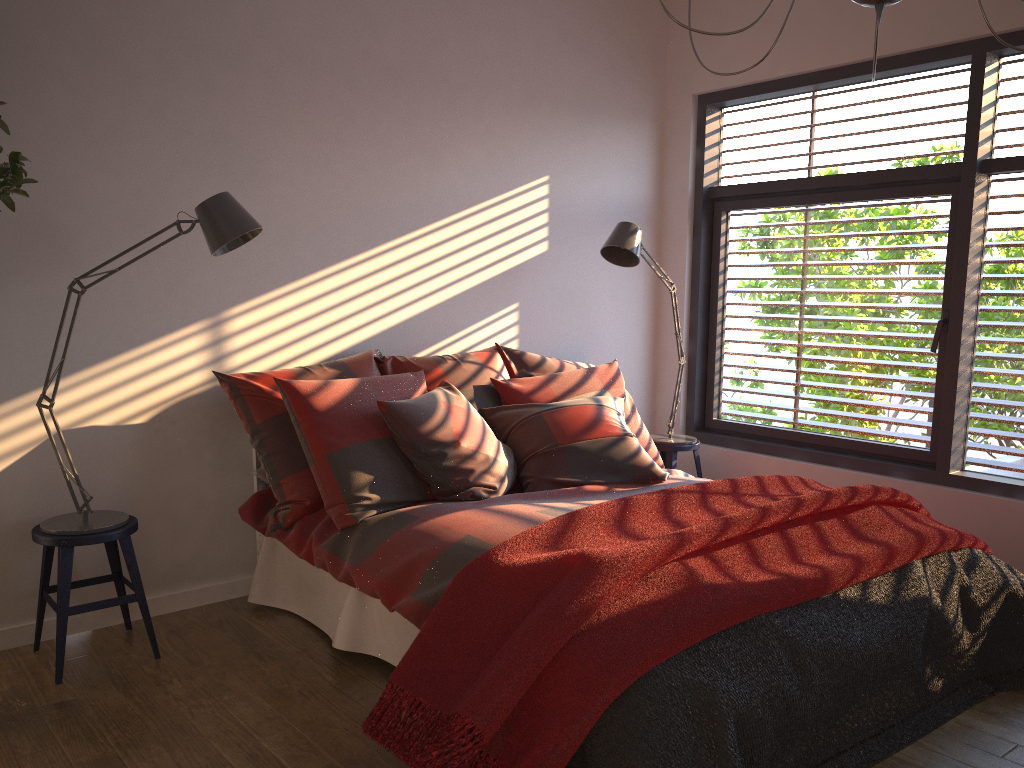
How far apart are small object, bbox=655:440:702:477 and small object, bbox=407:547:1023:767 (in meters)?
1.75

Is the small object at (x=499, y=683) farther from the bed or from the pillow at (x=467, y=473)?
the pillow at (x=467, y=473)

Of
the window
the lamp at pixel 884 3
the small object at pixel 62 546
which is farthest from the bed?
the lamp at pixel 884 3

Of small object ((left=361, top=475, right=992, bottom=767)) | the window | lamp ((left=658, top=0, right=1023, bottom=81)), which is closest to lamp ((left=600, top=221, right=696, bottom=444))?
the window

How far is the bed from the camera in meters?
2.7 m

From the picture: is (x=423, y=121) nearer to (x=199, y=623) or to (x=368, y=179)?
(x=368, y=179)

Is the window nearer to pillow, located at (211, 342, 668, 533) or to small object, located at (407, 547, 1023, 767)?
small object, located at (407, 547, 1023, 767)

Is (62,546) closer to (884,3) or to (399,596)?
(399,596)

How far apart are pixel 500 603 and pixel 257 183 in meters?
2.1 m

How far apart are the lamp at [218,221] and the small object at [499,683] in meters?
1.3 m
